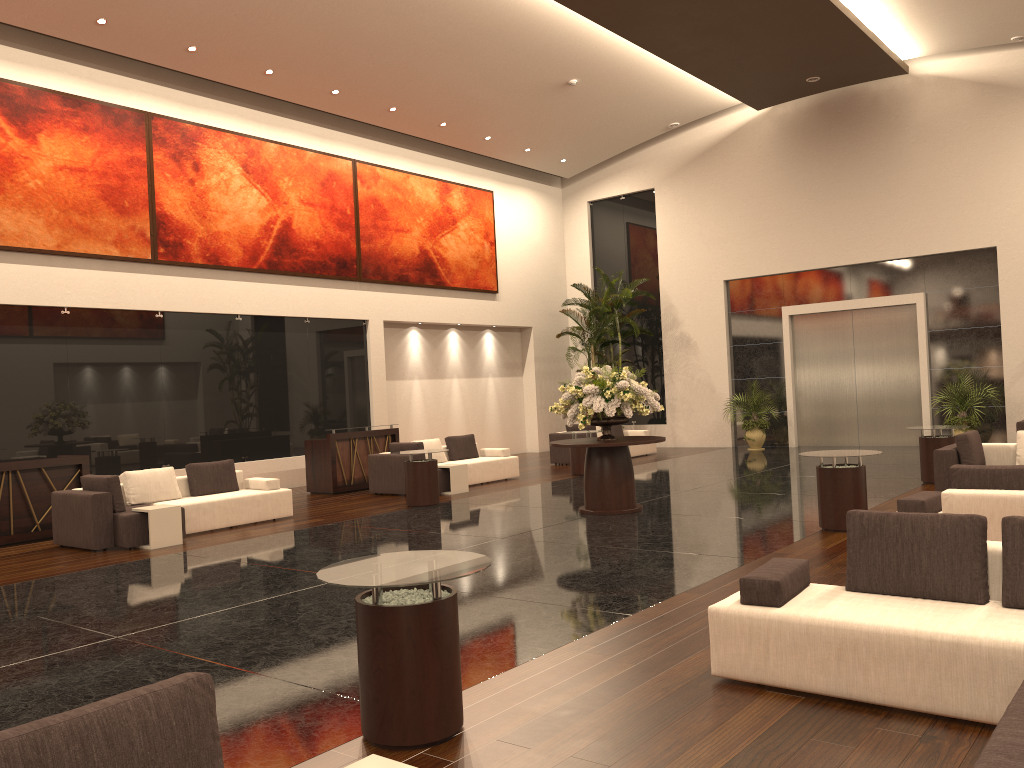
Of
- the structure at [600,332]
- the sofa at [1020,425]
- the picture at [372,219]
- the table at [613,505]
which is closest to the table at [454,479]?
the table at [613,505]

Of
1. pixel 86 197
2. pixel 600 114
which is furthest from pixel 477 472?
pixel 600 114

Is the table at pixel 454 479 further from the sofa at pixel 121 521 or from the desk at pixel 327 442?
the sofa at pixel 121 521

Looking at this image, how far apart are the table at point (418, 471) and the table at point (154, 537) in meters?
3.4 m

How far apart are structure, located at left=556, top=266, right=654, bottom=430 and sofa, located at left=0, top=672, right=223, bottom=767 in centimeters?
1892cm

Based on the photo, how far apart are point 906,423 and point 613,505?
10.7m

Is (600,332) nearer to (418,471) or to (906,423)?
(906,423)

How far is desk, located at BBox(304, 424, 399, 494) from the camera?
15.2 meters

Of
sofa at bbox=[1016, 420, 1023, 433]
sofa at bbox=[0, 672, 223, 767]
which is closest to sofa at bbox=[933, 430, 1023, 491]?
sofa at bbox=[1016, 420, 1023, 433]

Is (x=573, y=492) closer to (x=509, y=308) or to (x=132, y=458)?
(x=132, y=458)
